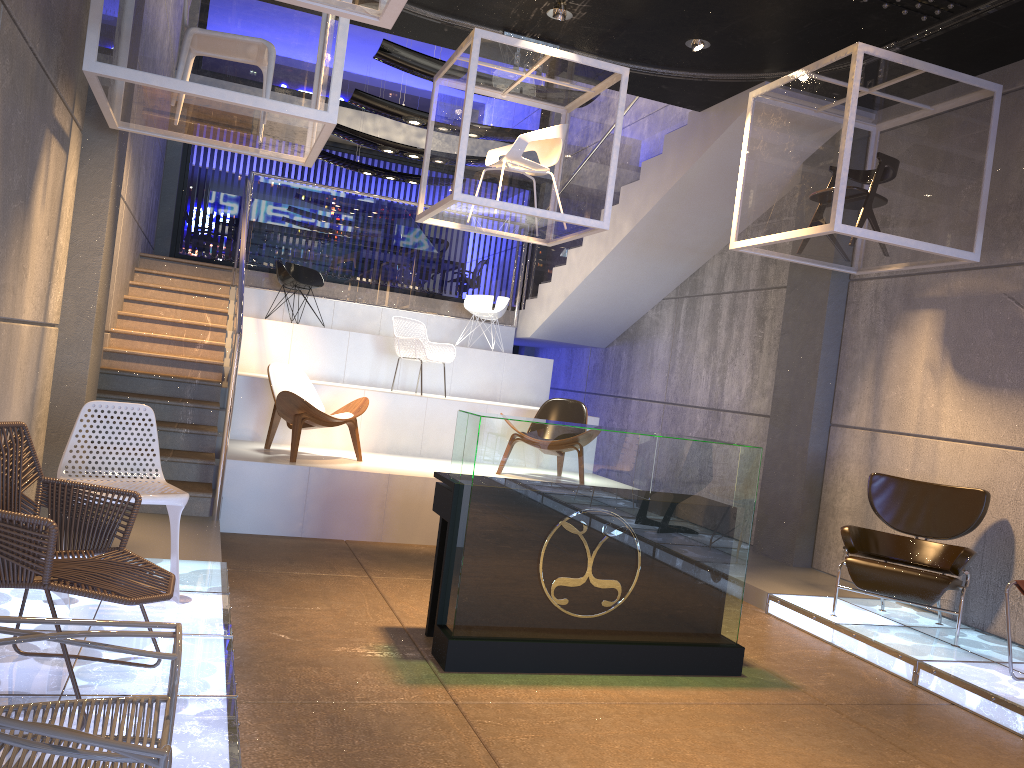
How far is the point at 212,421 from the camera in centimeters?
764cm

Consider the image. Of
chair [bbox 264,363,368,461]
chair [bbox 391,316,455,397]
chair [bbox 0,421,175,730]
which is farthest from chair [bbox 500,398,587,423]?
chair [bbox 0,421,175,730]

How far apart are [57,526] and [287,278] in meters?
7.8

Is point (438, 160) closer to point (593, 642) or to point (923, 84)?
point (923, 84)

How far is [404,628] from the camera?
4.8m

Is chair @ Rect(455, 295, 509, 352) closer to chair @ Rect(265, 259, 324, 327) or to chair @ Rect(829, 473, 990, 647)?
chair @ Rect(265, 259, 324, 327)

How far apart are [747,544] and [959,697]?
1.3m

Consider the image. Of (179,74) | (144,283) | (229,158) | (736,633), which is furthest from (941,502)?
(229,158)

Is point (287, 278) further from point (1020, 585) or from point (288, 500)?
point (1020, 585)

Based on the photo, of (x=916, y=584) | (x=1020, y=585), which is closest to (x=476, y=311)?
(x=916, y=584)
